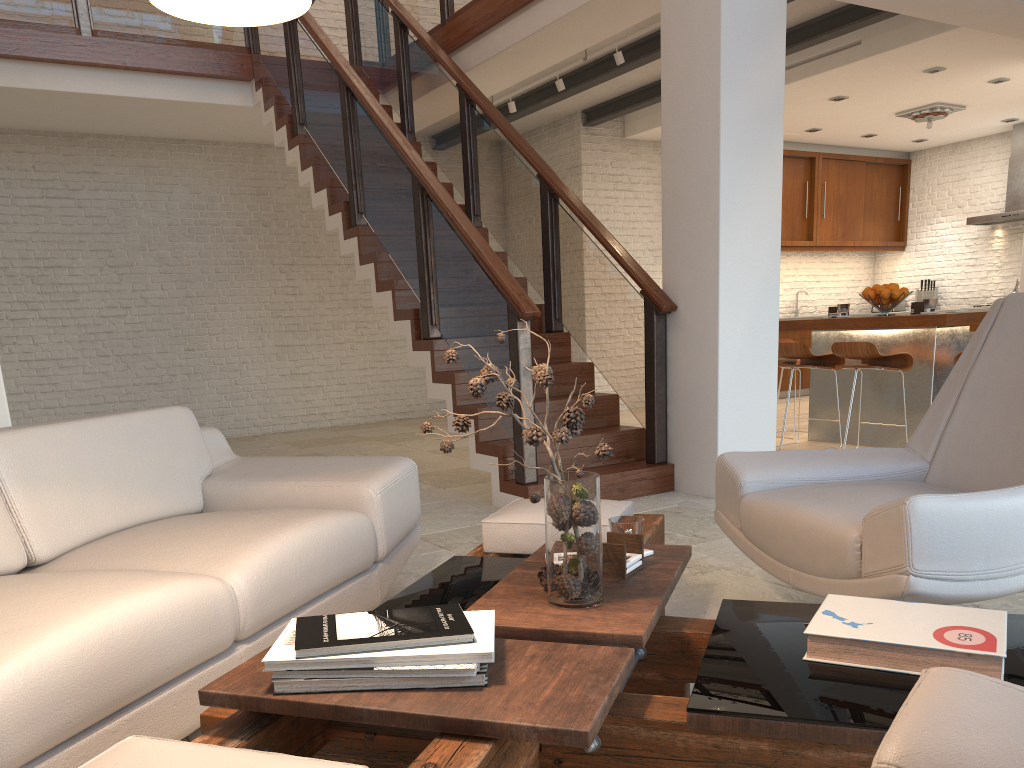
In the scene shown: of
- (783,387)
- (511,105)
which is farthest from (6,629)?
(783,387)

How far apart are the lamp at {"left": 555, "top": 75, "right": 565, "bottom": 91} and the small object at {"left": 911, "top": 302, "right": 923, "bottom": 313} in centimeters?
329cm

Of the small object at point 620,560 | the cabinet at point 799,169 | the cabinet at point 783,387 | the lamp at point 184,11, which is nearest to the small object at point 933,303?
the cabinet at point 783,387

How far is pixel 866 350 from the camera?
5.7 meters

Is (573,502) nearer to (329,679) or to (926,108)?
(329,679)

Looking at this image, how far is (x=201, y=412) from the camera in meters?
9.0 m

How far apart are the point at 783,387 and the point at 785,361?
3.33m

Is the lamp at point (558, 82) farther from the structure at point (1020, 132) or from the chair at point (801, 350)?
the structure at point (1020, 132)

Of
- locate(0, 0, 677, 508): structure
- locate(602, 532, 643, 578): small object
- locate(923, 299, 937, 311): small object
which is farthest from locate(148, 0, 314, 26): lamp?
locate(923, 299, 937, 311): small object

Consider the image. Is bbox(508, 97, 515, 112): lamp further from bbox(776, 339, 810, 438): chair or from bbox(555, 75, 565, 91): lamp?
bbox(776, 339, 810, 438): chair
